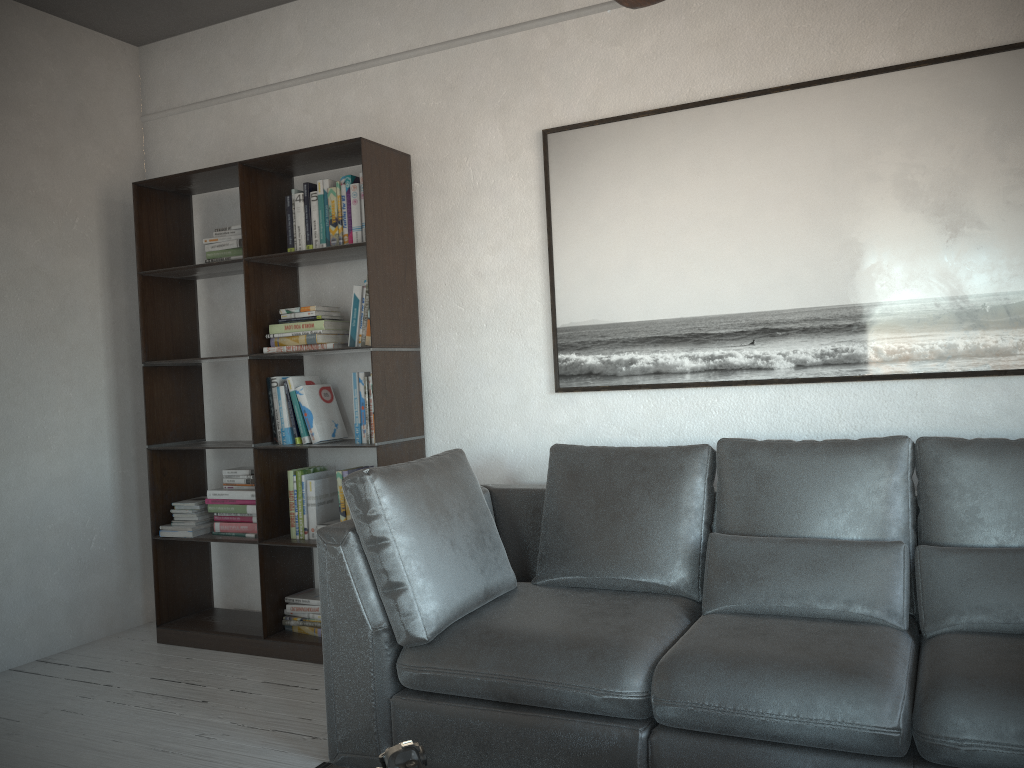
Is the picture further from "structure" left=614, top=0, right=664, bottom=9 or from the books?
"structure" left=614, top=0, right=664, bottom=9

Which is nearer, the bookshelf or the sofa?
the sofa

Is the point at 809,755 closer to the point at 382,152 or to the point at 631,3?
the point at 631,3

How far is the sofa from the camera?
2.1m

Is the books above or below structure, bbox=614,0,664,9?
below

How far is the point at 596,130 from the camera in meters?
3.4

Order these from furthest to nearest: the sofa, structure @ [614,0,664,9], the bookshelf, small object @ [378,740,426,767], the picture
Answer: the bookshelf < the picture < the sofa < structure @ [614,0,664,9] < small object @ [378,740,426,767]

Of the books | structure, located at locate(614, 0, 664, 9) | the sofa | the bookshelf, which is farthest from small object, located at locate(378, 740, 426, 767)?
the books

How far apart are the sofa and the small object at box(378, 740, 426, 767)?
0.8 meters

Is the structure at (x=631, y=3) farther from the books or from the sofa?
the books
